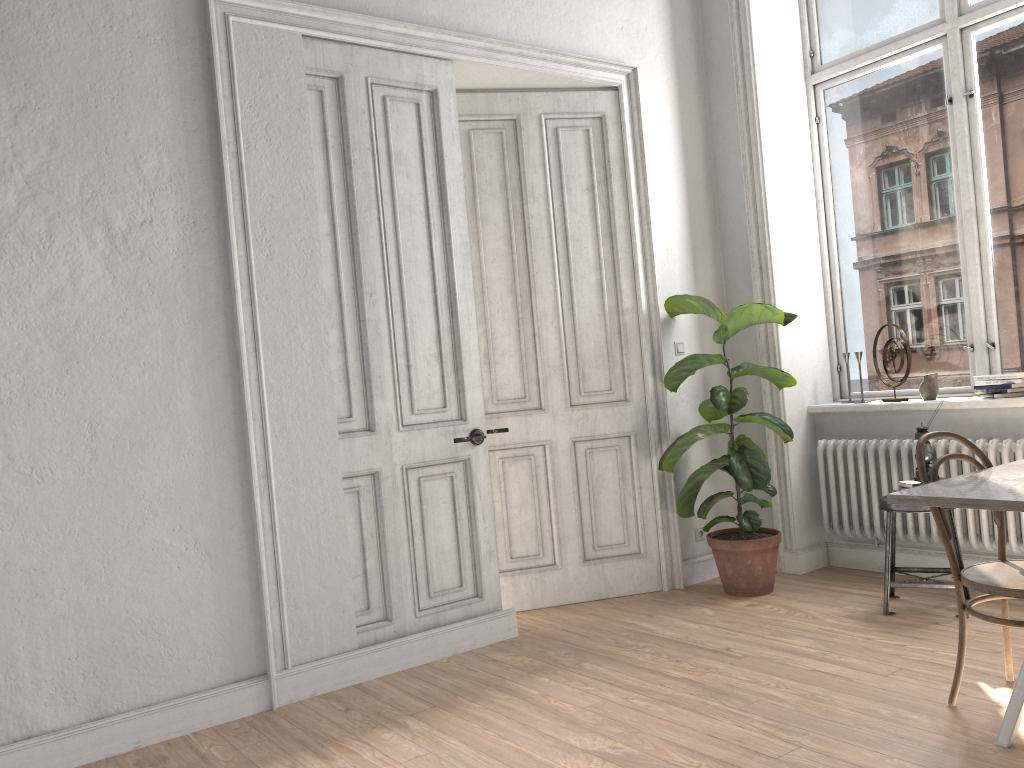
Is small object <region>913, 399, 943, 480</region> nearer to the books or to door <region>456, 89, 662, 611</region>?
the books

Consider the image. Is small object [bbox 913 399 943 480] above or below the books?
above

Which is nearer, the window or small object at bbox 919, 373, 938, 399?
the window

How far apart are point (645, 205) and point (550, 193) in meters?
0.5

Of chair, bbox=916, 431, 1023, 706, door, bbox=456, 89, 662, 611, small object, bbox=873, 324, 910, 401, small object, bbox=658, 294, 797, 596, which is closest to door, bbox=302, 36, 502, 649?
door, bbox=456, 89, 662, 611

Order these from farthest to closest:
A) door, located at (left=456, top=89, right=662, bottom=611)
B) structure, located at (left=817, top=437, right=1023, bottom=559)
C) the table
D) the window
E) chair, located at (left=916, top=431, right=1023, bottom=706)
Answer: door, located at (left=456, top=89, right=662, bottom=611) < the window < structure, located at (left=817, top=437, right=1023, bottom=559) < chair, located at (left=916, top=431, right=1023, bottom=706) < the table

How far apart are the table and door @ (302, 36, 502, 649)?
1.98m

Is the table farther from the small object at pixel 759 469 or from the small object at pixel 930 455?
the small object at pixel 759 469

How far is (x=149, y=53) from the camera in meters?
3.5

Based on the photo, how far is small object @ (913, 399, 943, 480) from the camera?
4.2 meters
